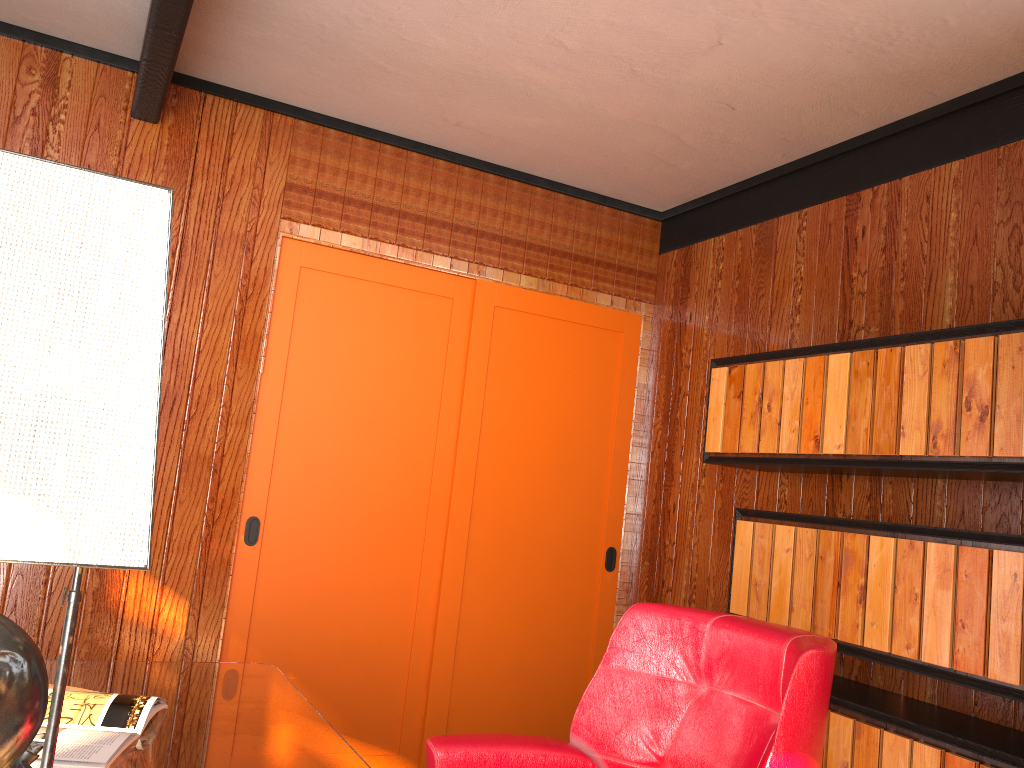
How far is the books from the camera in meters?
1.5

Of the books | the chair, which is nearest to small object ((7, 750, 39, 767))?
the books

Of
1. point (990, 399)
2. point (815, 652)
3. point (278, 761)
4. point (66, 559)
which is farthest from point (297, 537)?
point (66, 559)

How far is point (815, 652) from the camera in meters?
1.6 m

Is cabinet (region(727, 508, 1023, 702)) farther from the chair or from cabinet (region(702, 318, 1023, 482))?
the chair

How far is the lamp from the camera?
0.59m

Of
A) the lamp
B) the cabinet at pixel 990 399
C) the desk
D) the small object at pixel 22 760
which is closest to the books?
the desk

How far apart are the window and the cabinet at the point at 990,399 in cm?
87

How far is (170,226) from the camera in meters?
0.6 m

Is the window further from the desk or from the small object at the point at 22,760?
the small object at the point at 22,760
